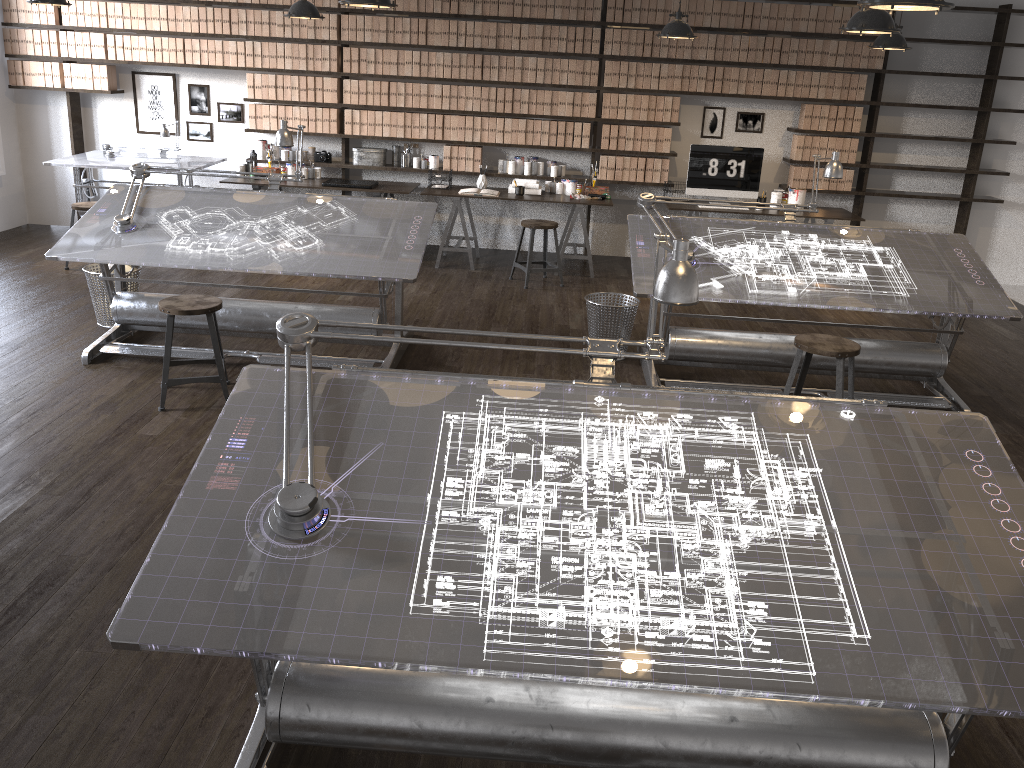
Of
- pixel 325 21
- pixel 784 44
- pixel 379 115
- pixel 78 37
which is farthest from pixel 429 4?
pixel 78 37

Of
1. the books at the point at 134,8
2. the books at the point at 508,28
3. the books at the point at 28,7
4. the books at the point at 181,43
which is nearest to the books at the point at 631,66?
the books at the point at 508,28

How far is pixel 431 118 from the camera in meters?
8.0

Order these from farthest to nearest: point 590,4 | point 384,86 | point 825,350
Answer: point 384,86 < point 590,4 < point 825,350

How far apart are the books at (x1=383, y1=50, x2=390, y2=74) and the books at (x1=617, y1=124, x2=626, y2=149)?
2.15m

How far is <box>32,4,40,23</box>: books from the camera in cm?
786

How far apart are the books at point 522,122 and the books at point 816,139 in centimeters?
260cm

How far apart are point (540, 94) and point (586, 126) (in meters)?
0.50

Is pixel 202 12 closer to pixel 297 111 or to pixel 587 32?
pixel 297 111

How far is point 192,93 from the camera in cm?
826
